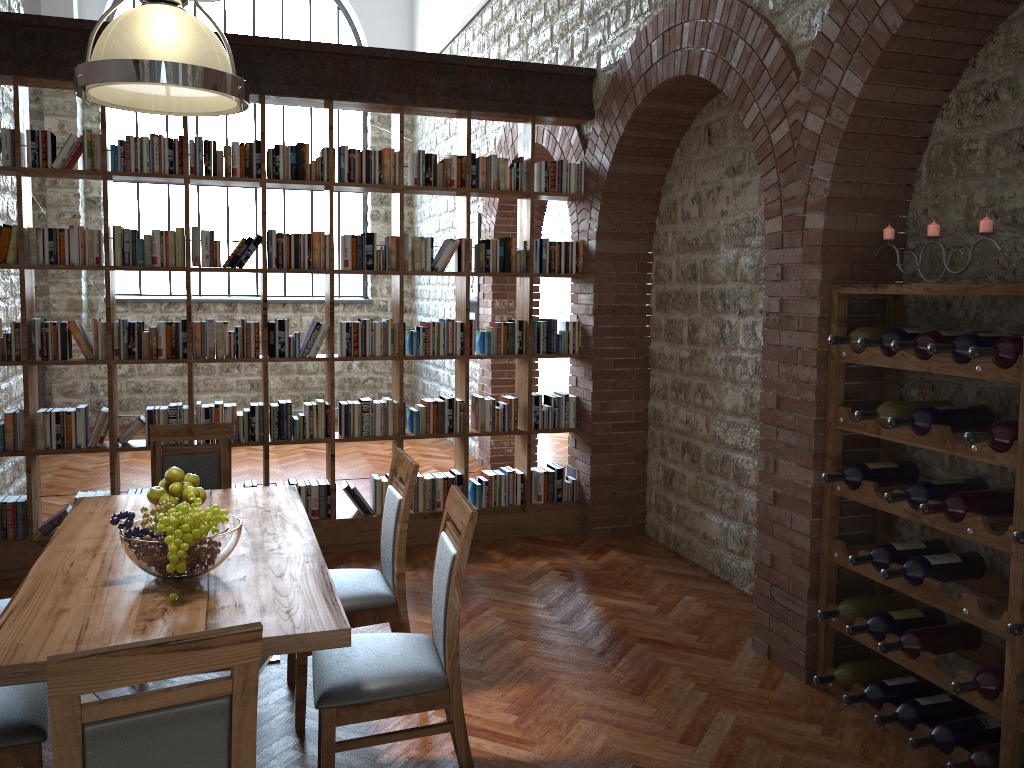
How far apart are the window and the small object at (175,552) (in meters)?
8.73

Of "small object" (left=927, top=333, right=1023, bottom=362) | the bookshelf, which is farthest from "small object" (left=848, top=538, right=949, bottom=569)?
the bookshelf

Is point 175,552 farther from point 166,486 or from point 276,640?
point 166,486

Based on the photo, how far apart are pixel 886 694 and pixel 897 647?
0.3m

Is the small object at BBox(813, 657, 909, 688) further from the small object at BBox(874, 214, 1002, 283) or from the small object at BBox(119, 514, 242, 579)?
the small object at BBox(119, 514, 242, 579)

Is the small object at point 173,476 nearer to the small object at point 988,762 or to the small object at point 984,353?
the small object at point 984,353

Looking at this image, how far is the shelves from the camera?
2.86m

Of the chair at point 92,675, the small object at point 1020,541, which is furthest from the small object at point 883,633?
the chair at point 92,675

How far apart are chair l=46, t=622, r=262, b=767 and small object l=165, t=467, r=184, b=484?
1.68m

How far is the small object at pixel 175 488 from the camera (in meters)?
3.30
